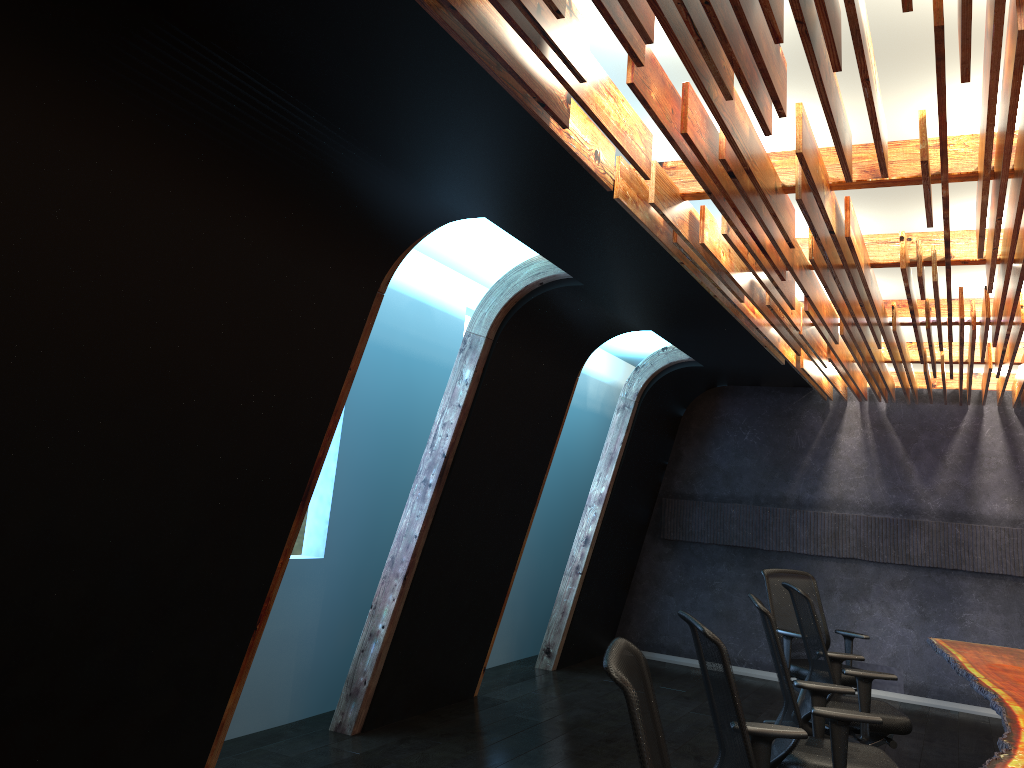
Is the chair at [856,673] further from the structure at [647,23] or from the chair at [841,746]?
the structure at [647,23]

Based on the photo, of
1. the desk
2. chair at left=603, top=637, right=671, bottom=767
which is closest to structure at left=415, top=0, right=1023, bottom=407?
chair at left=603, top=637, right=671, bottom=767

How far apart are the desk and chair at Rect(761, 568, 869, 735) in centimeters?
58cm

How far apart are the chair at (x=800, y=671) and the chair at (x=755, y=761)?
3.32m

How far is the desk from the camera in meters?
3.6

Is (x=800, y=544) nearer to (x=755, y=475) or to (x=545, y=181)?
(x=755, y=475)

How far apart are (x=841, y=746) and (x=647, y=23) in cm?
329

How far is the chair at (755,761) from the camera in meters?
3.1 m

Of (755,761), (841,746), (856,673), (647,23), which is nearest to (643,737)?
(755,761)

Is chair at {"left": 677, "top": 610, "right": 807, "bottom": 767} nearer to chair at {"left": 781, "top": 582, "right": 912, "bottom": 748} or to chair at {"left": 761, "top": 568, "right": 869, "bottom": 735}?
chair at {"left": 781, "top": 582, "right": 912, "bottom": 748}
